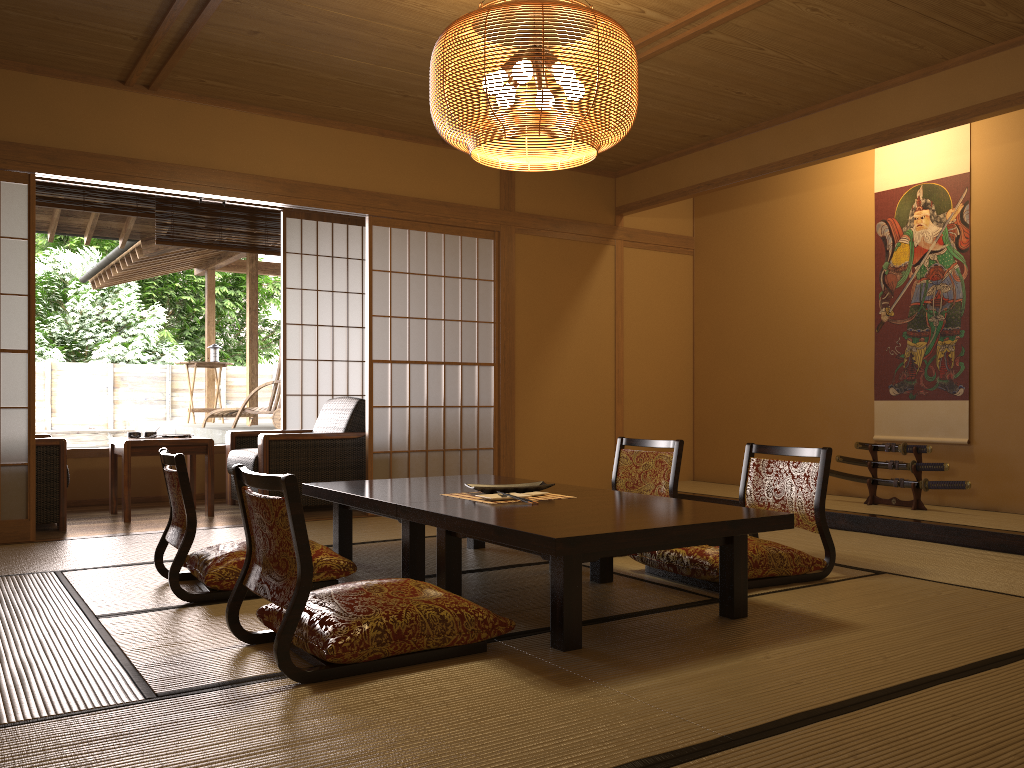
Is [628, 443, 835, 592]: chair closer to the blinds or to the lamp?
the lamp

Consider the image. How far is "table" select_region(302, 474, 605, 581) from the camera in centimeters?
342cm

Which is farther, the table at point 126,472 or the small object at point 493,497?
the table at point 126,472

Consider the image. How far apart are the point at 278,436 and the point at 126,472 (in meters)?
0.92

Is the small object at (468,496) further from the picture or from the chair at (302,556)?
the picture

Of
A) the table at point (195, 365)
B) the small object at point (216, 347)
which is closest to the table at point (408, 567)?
the table at point (195, 365)

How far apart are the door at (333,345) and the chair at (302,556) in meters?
4.5

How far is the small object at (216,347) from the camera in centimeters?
1072cm

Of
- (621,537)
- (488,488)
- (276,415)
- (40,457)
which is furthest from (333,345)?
(621,537)

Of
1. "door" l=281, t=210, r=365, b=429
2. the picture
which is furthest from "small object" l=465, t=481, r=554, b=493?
"door" l=281, t=210, r=365, b=429
